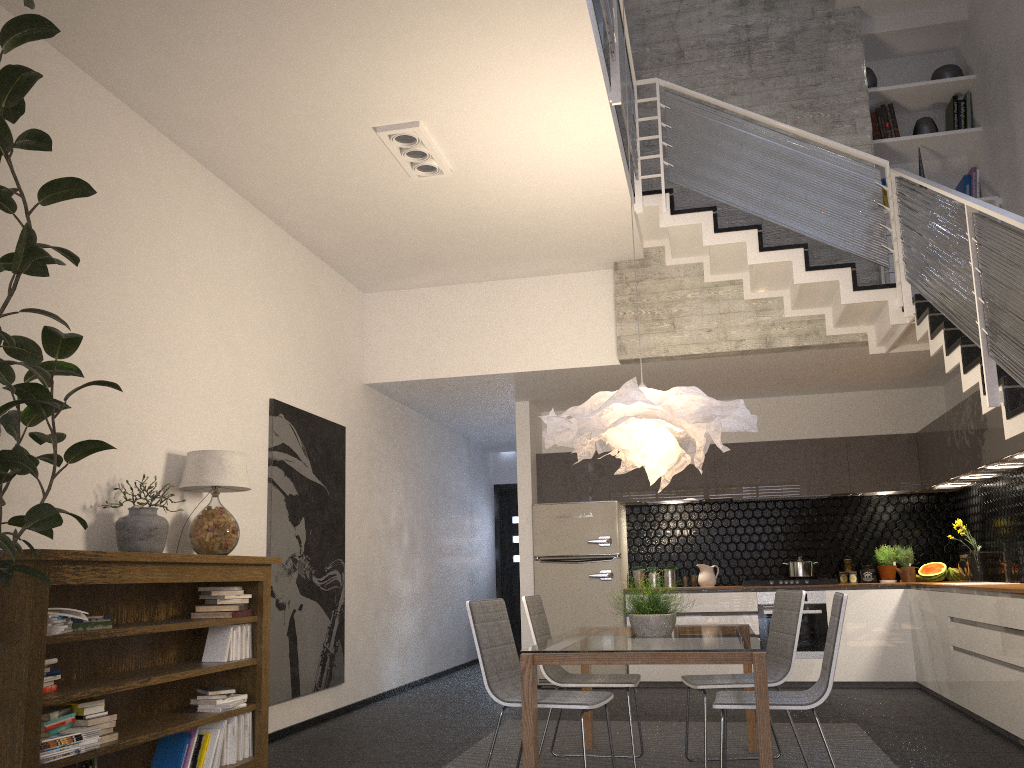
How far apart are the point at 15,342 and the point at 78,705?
1.64m

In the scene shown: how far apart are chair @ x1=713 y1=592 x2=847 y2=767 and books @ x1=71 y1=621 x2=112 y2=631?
2.6 meters

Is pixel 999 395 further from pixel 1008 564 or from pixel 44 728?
pixel 44 728

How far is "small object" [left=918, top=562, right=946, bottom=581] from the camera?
7.8 meters

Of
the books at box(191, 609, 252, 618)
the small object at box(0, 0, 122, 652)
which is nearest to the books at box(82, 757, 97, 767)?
the small object at box(0, 0, 122, 652)

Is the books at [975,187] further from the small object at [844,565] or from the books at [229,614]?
the books at [229,614]

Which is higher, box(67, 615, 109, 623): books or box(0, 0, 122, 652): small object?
box(0, 0, 122, 652): small object

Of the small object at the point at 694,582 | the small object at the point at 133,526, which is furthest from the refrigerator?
the small object at the point at 133,526

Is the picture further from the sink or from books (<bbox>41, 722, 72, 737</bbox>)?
the sink

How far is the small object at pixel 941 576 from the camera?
7.8m
